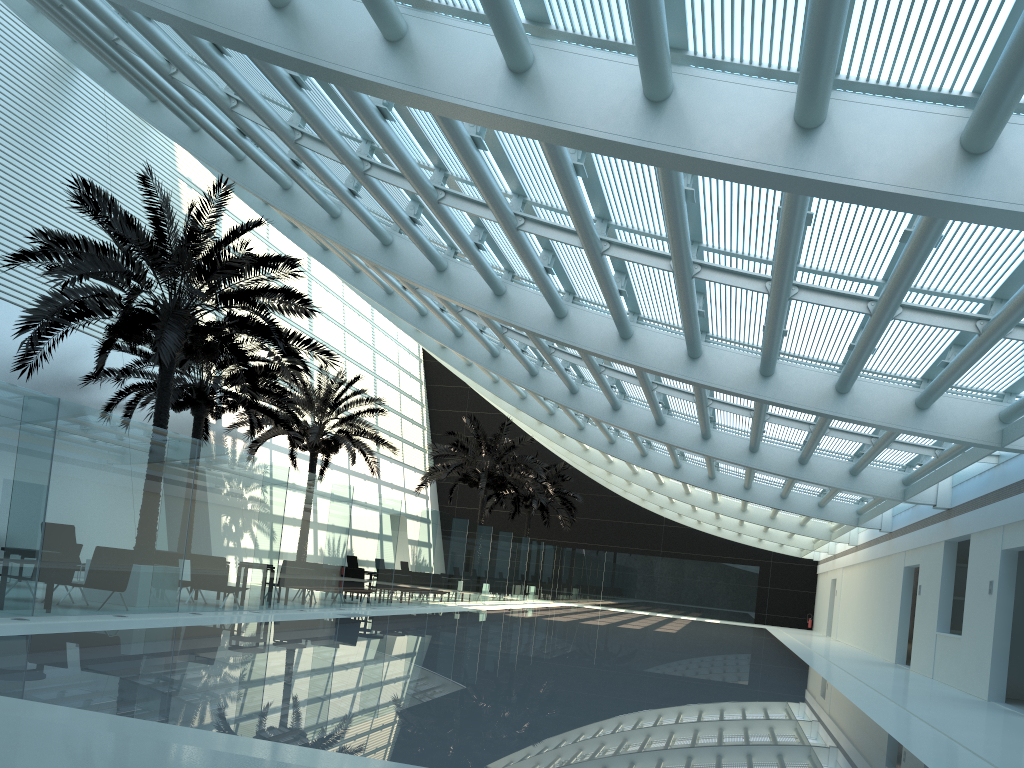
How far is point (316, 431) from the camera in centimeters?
2450cm

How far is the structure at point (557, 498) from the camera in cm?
3825

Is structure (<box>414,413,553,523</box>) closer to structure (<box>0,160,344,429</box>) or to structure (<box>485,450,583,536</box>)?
structure (<box>485,450,583,536</box>)

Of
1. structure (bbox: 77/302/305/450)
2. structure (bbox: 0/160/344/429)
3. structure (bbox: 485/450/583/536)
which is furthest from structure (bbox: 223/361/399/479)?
structure (bbox: 485/450/583/536)

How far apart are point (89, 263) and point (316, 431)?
12.10m

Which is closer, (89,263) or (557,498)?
(89,263)

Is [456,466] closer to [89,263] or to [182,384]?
[182,384]

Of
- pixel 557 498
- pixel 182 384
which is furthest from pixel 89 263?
pixel 557 498

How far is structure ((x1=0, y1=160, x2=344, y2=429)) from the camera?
12.8m

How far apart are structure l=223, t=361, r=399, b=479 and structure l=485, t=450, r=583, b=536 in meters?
11.9
